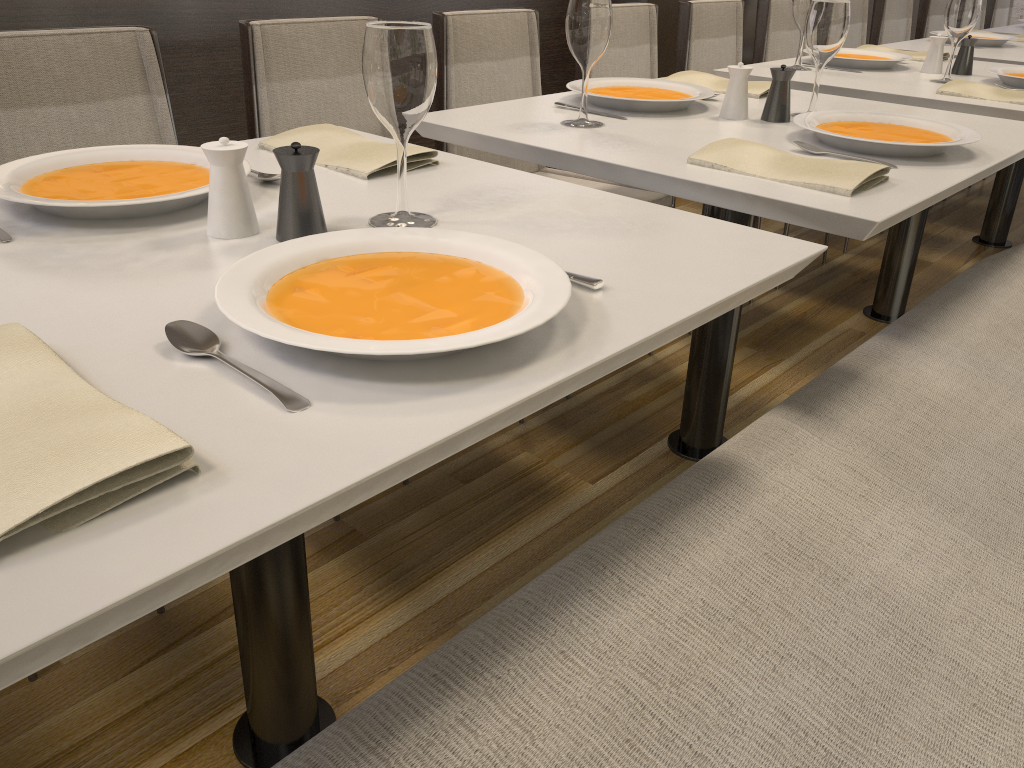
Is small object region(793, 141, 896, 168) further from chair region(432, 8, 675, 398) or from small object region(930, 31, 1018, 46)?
small object region(930, 31, 1018, 46)

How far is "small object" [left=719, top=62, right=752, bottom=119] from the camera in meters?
1.7

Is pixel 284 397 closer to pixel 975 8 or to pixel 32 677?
pixel 32 677

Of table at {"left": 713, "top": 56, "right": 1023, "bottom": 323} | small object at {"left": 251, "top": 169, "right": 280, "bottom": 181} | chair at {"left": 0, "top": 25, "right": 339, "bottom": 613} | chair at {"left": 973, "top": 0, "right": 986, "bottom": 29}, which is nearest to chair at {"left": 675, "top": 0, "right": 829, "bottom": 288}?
table at {"left": 713, "top": 56, "right": 1023, "bottom": 323}

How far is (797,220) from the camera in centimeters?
125cm

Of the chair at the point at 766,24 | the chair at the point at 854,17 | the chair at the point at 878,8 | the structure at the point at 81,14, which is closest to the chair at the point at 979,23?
the chair at the point at 878,8

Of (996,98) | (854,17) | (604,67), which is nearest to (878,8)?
(854,17)

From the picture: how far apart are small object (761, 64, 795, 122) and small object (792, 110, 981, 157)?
0.1m

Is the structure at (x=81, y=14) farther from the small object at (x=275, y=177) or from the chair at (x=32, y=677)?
the chair at (x=32, y=677)

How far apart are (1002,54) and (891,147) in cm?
212
